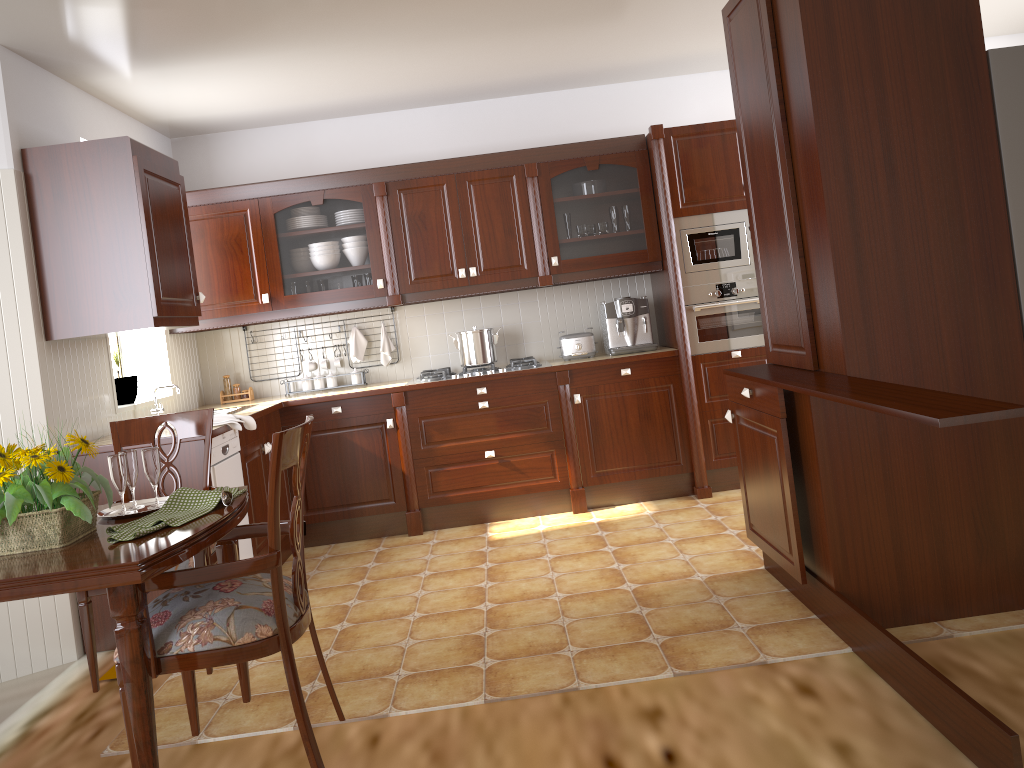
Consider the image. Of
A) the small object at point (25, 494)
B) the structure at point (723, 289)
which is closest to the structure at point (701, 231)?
the structure at point (723, 289)

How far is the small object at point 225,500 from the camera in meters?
2.1 m

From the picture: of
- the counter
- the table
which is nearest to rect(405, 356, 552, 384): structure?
the counter

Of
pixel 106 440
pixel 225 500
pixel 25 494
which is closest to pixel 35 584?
pixel 25 494

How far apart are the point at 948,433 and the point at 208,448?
2.4 meters

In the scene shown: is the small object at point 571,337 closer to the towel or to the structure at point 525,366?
the structure at point 525,366

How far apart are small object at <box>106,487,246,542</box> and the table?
0.01m

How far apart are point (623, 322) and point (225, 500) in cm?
322

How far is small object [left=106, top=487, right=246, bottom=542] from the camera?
1.93m

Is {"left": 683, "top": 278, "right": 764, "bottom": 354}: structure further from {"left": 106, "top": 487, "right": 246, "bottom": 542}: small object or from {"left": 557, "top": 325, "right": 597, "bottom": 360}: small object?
{"left": 106, "top": 487, "right": 246, "bottom": 542}: small object
